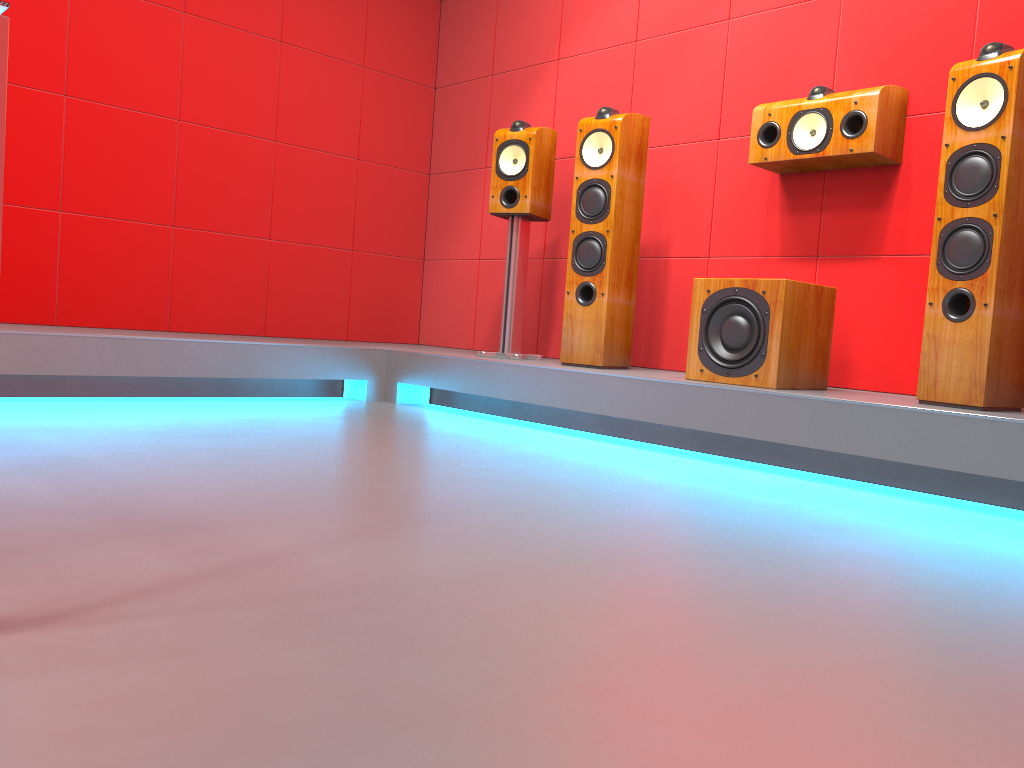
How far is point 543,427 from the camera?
3.6m

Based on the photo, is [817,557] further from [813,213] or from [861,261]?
[813,213]

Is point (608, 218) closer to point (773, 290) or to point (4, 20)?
point (773, 290)

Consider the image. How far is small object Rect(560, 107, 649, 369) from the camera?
3.51m

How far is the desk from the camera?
0.9m

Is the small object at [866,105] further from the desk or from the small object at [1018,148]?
→ the desk

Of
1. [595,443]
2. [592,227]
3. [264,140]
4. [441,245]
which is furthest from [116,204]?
[595,443]

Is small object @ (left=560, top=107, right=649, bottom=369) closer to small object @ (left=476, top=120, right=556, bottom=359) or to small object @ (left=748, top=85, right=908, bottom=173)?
small object @ (left=476, top=120, right=556, bottom=359)

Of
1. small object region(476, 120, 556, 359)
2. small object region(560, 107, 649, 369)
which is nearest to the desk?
small object region(560, 107, 649, 369)

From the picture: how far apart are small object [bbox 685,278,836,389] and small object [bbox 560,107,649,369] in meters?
0.5
